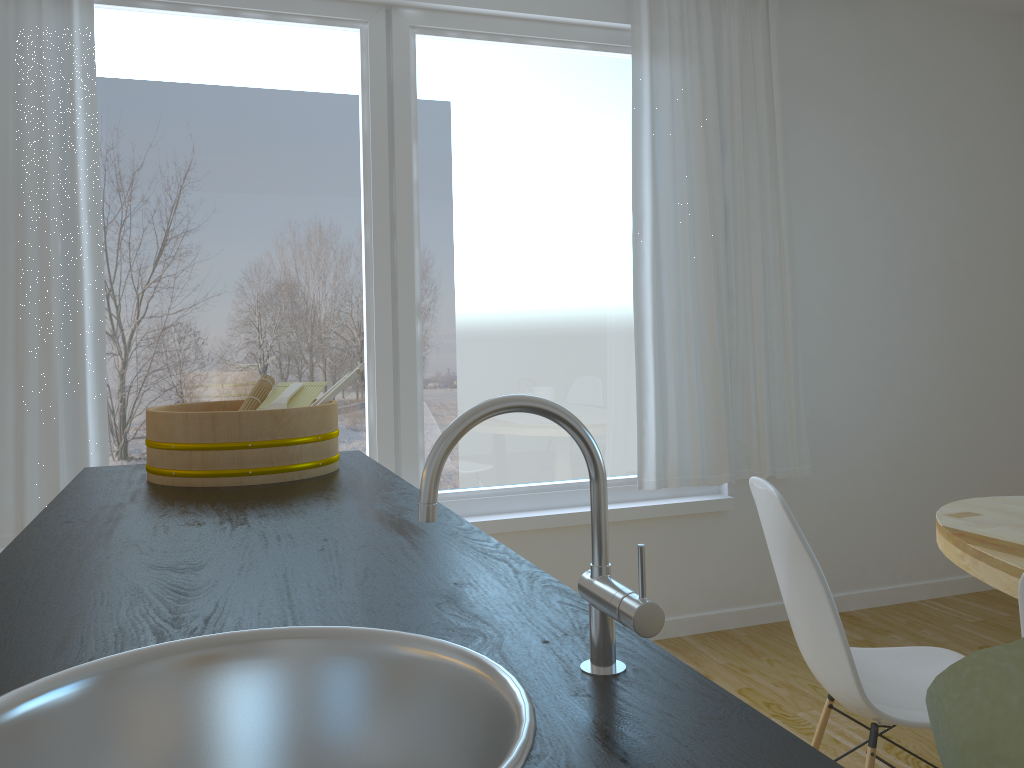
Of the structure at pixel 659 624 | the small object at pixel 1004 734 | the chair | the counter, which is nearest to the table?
the chair

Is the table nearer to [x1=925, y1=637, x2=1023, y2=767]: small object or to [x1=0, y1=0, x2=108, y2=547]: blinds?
[x1=925, y1=637, x2=1023, y2=767]: small object

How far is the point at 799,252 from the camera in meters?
3.8

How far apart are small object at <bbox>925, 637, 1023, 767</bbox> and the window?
3.10m

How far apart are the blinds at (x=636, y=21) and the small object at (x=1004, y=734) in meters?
3.3

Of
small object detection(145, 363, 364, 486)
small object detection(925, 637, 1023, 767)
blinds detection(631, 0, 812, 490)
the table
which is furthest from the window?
small object detection(925, 637, 1023, 767)

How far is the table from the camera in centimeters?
187cm

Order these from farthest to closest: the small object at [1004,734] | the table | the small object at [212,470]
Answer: the table → the small object at [212,470] → the small object at [1004,734]

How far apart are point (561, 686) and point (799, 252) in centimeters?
342cm

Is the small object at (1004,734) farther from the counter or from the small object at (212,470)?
the small object at (212,470)
